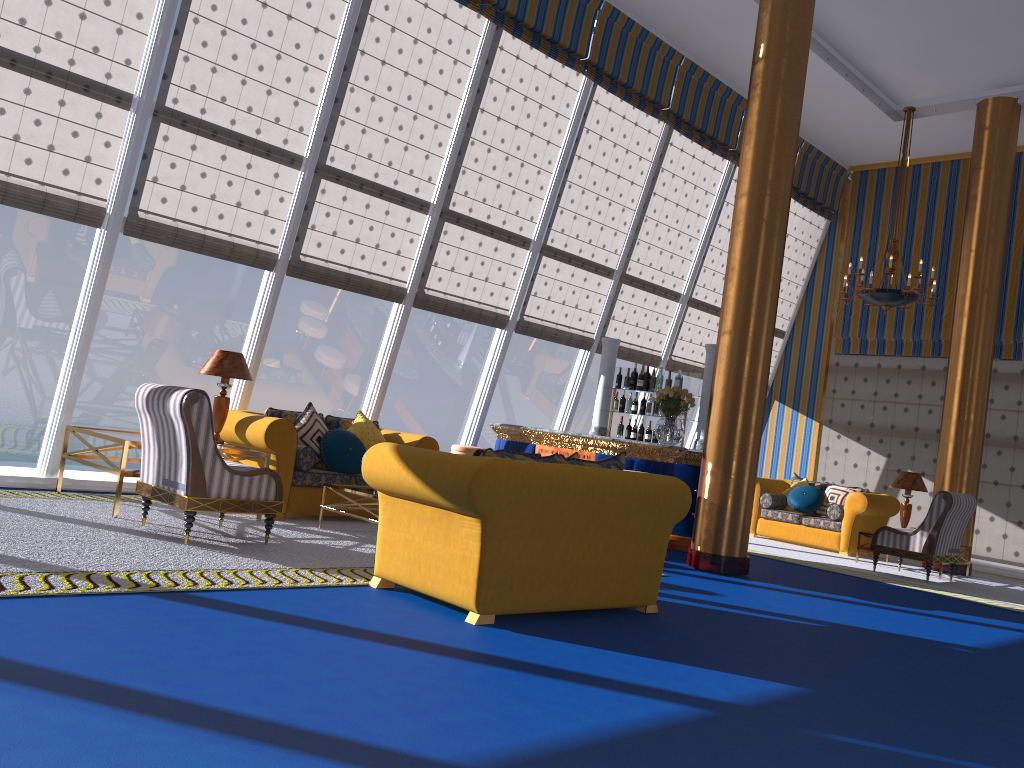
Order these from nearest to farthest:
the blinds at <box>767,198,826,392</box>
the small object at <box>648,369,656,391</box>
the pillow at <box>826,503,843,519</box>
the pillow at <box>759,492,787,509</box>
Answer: the small object at <box>648,369,656,391</box>
the pillow at <box>826,503,843,519</box>
the pillow at <box>759,492,787,509</box>
the blinds at <box>767,198,826,392</box>

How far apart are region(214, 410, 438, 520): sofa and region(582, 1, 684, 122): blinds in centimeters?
452cm

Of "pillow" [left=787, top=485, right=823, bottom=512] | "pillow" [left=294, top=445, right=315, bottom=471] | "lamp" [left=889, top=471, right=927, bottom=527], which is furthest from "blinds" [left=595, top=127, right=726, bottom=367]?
"pillow" [left=294, top=445, right=315, bottom=471]

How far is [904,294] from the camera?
9.87m

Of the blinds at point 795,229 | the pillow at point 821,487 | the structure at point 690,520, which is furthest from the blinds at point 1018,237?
the structure at point 690,520

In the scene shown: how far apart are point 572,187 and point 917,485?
5.41m

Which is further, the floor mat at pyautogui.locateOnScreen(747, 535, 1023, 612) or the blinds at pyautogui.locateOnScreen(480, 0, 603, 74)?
the blinds at pyautogui.locateOnScreen(480, 0, 603, 74)

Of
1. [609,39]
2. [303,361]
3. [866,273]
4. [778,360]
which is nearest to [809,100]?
[866,273]

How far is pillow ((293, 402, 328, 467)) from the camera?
7.70m

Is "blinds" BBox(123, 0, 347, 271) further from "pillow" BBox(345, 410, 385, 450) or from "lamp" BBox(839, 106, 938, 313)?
"lamp" BBox(839, 106, 938, 313)
